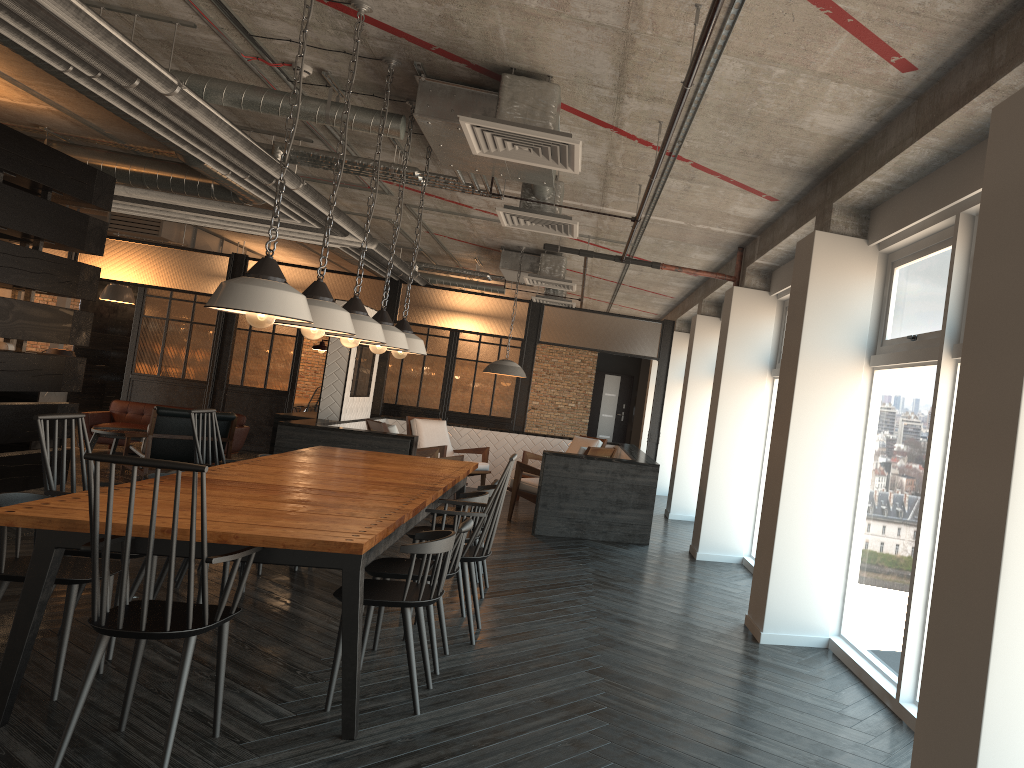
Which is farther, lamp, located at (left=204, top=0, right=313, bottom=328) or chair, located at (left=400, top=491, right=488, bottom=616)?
chair, located at (left=400, top=491, right=488, bottom=616)

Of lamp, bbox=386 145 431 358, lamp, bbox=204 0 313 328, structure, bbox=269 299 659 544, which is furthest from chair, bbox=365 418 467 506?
lamp, bbox=204 0 313 328

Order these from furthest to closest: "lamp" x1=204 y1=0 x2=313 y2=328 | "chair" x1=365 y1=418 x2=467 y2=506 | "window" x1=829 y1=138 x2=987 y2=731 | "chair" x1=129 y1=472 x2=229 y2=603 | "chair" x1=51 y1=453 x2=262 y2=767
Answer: "chair" x1=365 y1=418 x2=467 y2=506, "chair" x1=129 y1=472 x2=229 y2=603, "window" x1=829 y1=138 x2=987 y2=731, "lamp" x1=204 y1=0 x2=313 y2=328, "chair" x1=51 y1=453 x2=262 y2=767

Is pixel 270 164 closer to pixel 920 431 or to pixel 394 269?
pixel 920 431

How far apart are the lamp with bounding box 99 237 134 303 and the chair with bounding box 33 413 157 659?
11.2m

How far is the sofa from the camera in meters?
11.7

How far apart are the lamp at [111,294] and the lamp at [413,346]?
10.34m

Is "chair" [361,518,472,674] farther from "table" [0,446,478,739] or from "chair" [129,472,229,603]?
"chair" [129,472,229,603]

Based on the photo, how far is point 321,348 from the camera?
10.1 meters

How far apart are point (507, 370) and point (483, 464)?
1.4 meters
